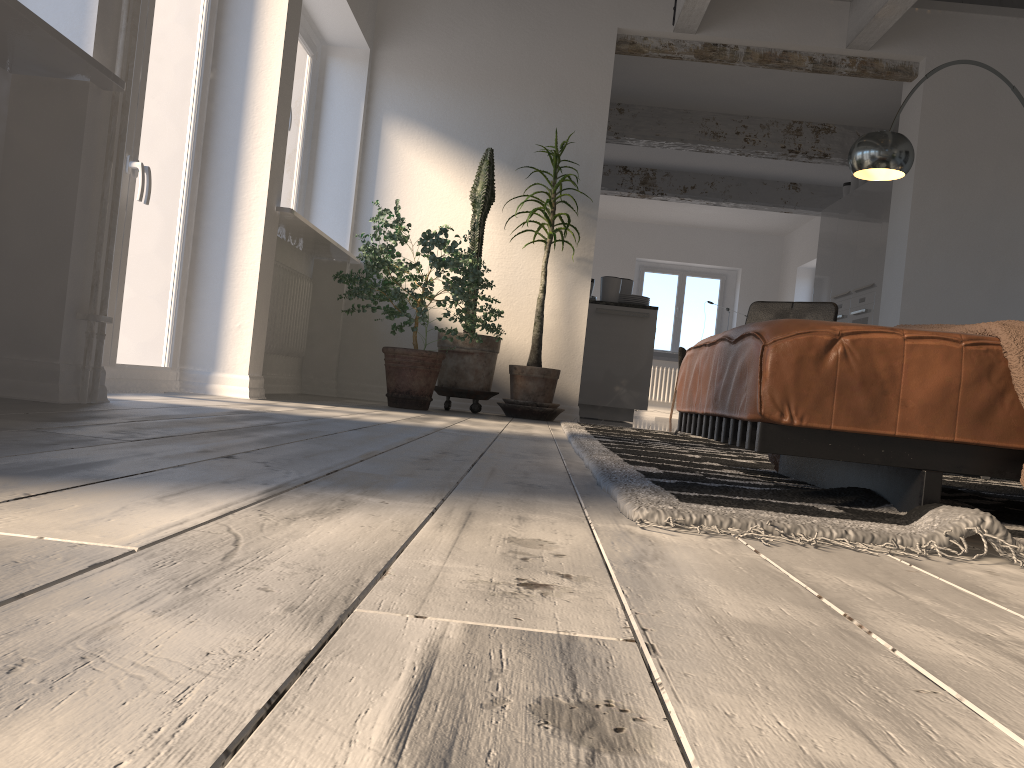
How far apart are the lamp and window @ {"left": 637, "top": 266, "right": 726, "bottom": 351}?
8.42m

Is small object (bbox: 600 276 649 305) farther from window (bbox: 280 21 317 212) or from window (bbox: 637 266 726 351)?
window (bbox: 637 266 726 351)

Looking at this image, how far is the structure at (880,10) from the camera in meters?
5.4 m

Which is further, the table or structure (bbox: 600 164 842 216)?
the table

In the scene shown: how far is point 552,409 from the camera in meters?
5.5 m

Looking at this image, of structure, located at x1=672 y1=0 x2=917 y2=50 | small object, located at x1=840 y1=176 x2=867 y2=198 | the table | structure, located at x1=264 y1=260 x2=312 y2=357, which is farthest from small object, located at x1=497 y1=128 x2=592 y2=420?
the table

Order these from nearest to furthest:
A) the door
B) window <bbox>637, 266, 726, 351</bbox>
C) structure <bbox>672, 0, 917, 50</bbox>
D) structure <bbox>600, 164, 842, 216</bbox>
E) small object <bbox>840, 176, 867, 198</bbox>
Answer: the door < structure <bbox>672, 0, 917, 50</bbox> < small object <bbox>840, 176, 867, 198</bbox> < structure <bbox>600, 164, 842, 216</bbox> < window <bbox>637, 266, 726, 351</bbox>

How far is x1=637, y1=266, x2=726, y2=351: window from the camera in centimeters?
1376cm

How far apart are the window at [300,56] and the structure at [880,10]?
2.4 meters

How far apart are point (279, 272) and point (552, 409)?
1.8m
